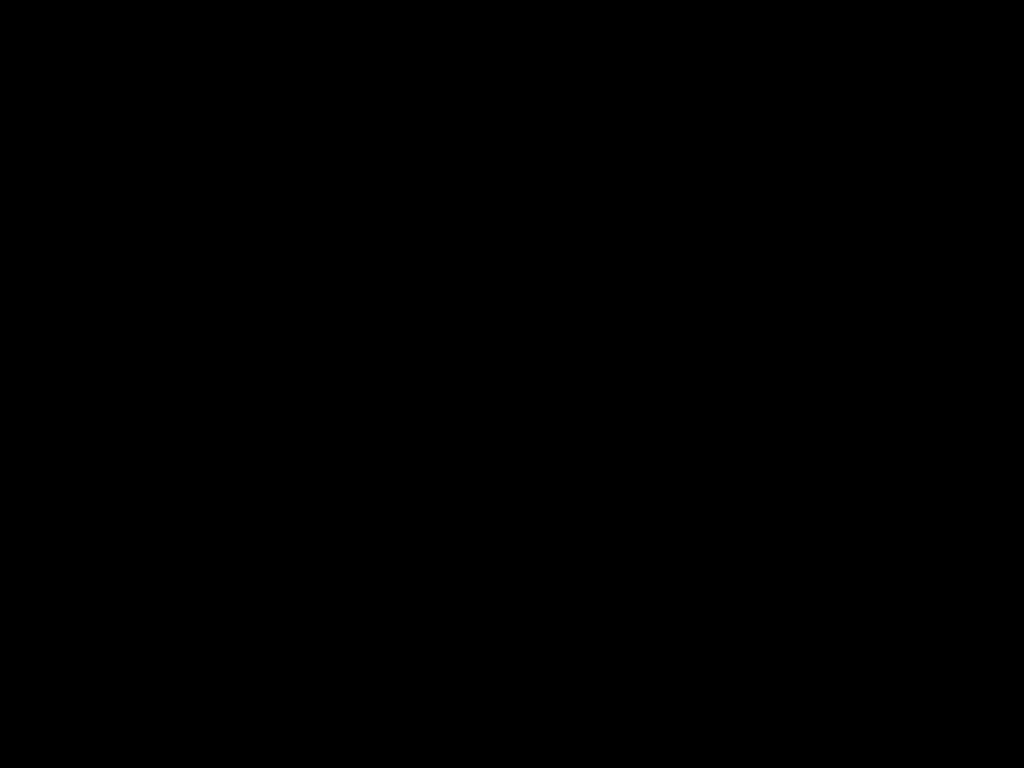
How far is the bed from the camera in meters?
0.6

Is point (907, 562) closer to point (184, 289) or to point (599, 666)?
point (599, 666)

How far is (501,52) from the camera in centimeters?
59cm

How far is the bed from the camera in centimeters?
59cm

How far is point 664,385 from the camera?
1.1m
